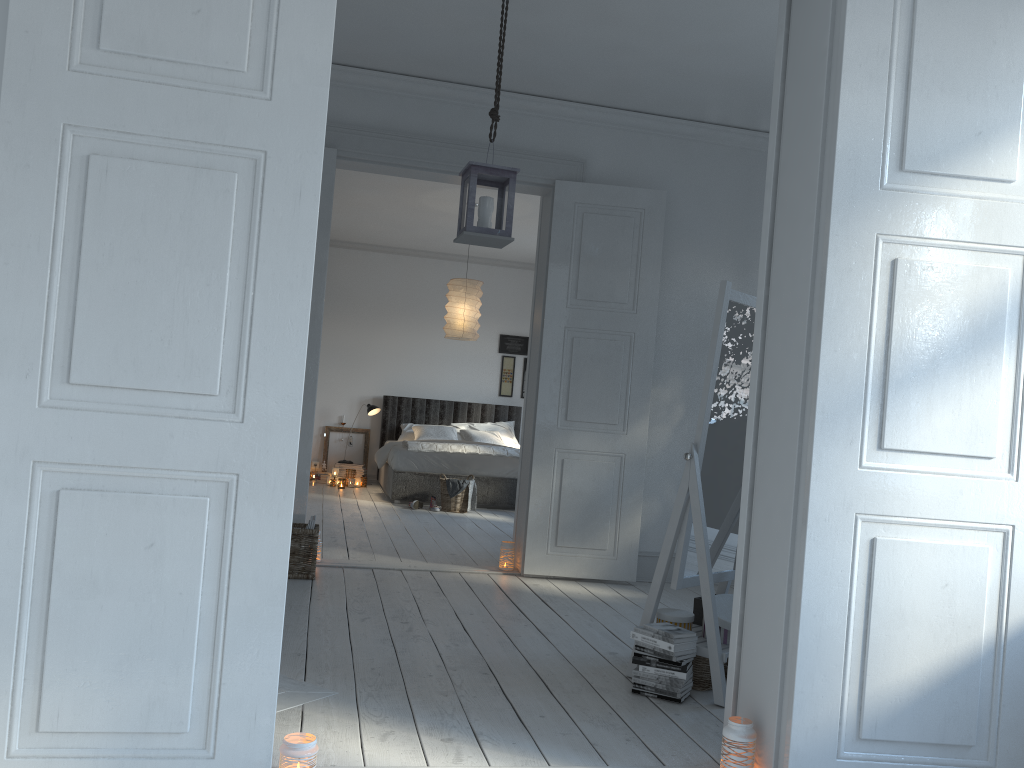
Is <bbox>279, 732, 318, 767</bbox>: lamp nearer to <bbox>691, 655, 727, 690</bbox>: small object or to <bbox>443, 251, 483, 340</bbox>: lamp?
<bbox>691, 655, 727, 690</bbox>: small object

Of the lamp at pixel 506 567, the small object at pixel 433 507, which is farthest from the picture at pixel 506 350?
the lamp at pixel 506 567

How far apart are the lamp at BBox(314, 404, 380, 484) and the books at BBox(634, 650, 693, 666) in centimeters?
715cm

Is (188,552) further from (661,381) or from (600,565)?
(661,381)

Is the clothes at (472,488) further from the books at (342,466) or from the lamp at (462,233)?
the lamp at (462,233)

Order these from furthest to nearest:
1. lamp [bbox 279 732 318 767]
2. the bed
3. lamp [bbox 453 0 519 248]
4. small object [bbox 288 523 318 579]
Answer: the bed
small object [bbox 288 523 318 579]
lamp [bbox 453 0 519 248]
lamp [bbox 279 732 318 767]

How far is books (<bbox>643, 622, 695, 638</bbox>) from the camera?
3.06m

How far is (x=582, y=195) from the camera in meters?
5.3

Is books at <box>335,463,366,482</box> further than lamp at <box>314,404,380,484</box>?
Yes

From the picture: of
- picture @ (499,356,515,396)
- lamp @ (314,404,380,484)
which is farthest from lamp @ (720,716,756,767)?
picture @ (499,356,515,396)
